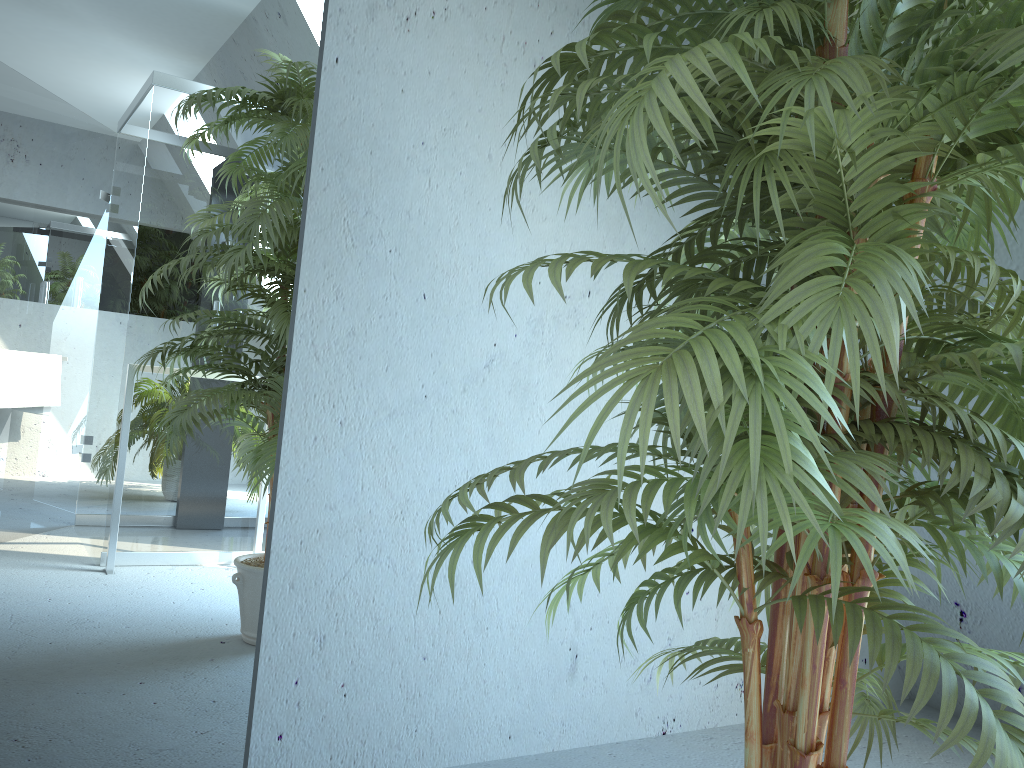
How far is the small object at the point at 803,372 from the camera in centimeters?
78cm

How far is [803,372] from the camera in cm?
78

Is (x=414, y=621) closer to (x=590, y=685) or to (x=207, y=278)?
(x=590, y=685)

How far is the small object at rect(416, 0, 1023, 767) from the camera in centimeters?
78cm
